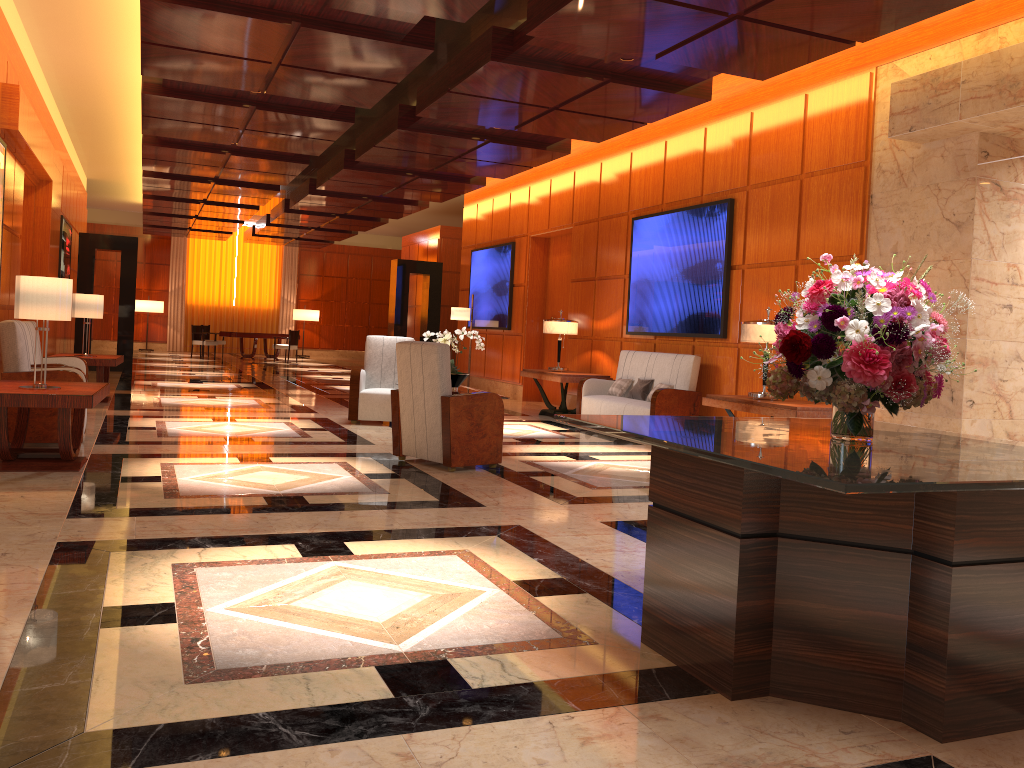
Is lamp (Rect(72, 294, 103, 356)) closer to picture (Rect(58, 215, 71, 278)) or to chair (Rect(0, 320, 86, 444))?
chair (Rect(0, 320, 86, 444))

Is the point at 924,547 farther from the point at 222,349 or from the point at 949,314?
the point at 222,349

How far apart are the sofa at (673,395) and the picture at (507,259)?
4.16m

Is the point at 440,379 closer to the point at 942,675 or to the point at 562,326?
the point at 942,675

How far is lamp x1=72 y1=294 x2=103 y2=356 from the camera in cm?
1031

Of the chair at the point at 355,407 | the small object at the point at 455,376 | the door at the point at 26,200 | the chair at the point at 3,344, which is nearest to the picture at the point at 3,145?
the chair at the point at 3,344

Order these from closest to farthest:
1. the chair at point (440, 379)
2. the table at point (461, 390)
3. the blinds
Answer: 1. the chair at point (440, 379)
2. the table at point (461, 390)
3. the blinds

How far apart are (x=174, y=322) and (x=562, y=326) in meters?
19.5 m

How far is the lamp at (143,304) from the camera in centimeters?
2603cm

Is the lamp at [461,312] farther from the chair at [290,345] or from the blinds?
the blinds
